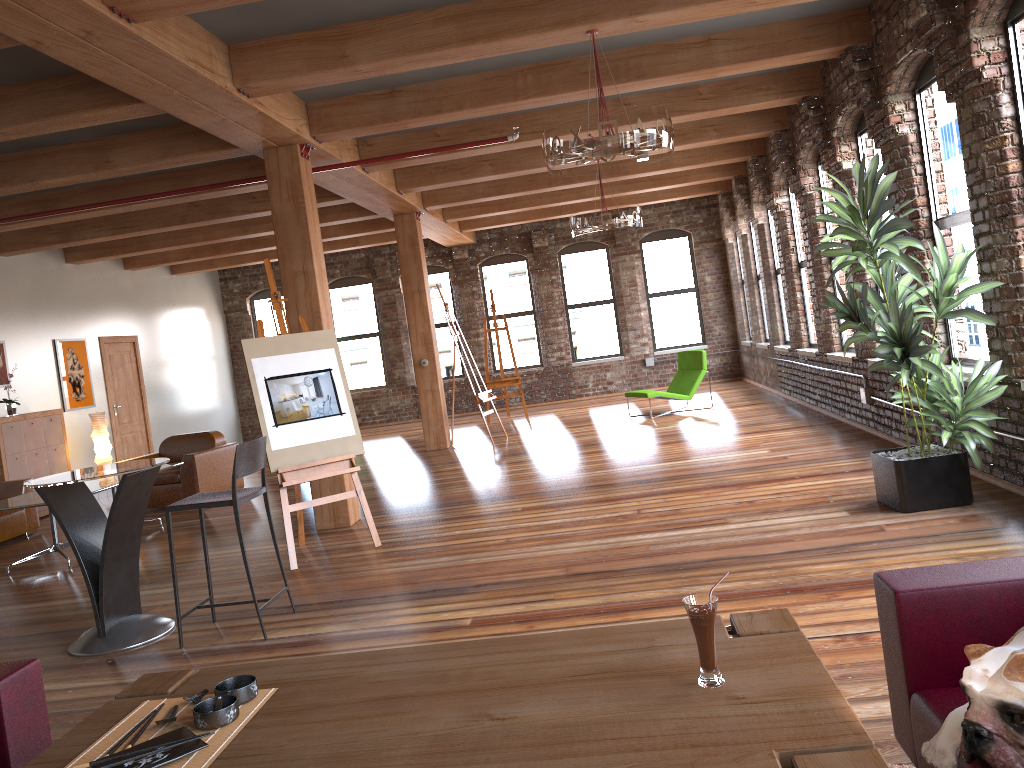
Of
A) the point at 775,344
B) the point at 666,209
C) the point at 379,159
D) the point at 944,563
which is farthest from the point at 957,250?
the point at 666,209

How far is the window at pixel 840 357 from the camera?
8.8m

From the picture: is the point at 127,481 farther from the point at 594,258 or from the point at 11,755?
the point at 594,258

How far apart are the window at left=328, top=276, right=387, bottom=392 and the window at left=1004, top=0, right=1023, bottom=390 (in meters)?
12.83

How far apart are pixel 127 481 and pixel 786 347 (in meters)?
8.91

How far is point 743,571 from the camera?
4.5 meters

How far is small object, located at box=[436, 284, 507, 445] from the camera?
11.3 meters

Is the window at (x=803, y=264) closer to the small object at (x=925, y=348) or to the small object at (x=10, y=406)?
the small object at (x=925, y=348)

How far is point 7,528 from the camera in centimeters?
870cm

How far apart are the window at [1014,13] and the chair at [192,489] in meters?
7.9
